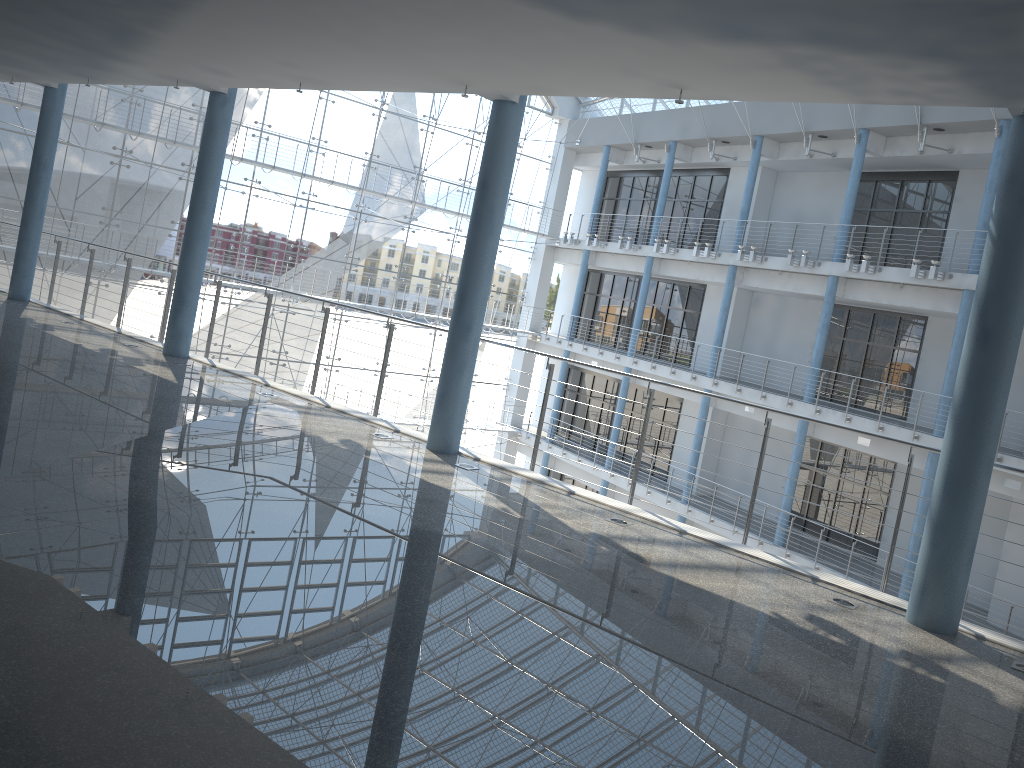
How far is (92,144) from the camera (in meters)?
3.37

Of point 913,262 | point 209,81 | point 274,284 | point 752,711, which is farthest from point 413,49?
point 274,284

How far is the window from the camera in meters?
3.4

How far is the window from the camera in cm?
337
